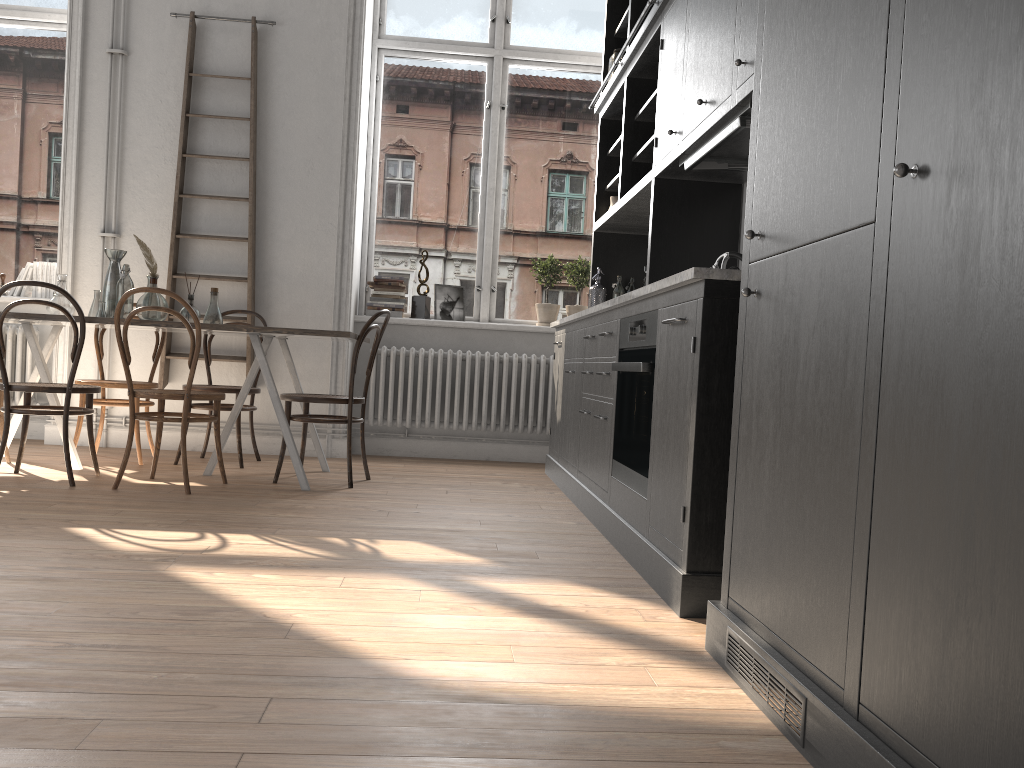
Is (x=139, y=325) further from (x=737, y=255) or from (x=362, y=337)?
(x=737, y=255)

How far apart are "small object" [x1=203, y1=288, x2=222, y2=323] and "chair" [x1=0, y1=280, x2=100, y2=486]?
0.69m

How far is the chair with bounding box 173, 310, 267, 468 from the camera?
4.96m

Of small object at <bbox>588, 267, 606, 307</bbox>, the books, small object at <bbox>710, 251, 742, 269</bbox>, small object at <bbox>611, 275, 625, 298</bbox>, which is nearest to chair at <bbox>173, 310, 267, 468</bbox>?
the books

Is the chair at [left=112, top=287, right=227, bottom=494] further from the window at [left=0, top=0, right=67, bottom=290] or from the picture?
the window at [left=0, top=0, right=67, bottom=290]

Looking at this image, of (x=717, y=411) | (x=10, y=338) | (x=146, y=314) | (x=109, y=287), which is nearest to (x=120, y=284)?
(x=109, y=287)

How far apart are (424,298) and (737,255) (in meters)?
3.14

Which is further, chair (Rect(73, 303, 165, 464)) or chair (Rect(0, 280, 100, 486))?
chair (Rect(73, 303, 165, 464))

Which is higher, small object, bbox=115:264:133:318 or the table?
small object, bbox=115:264:133:318

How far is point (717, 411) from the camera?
2.4m
